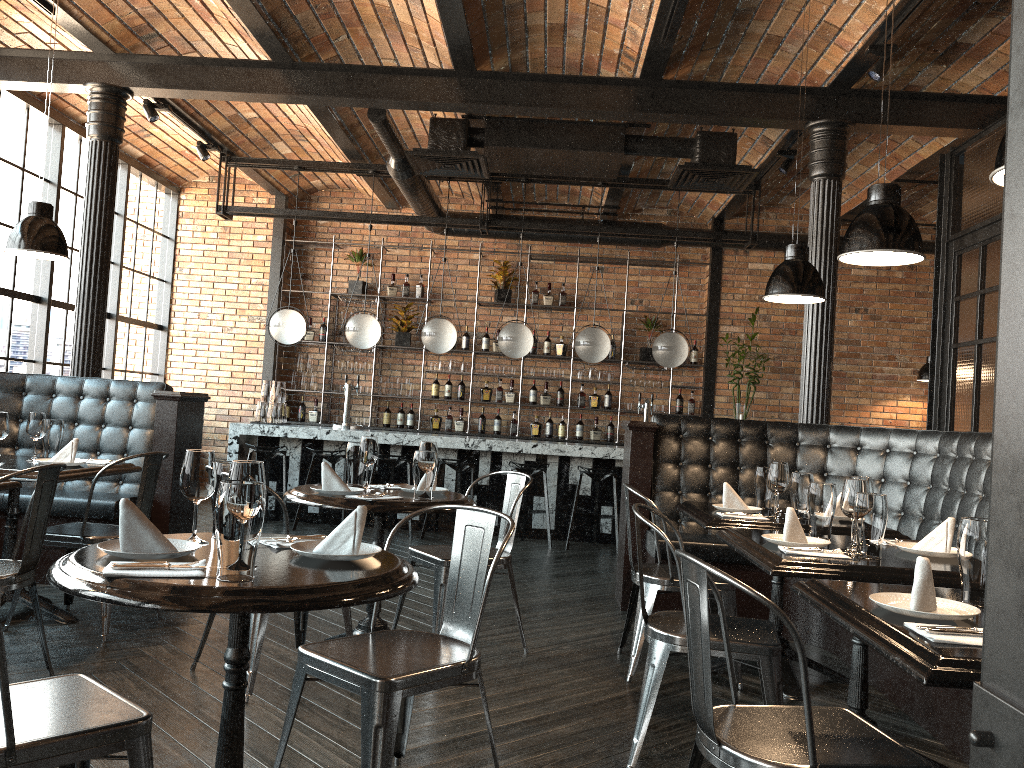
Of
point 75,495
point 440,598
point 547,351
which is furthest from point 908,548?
point 547,351

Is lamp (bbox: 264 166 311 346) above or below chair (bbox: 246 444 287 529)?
above

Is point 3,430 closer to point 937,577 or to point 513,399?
point 937,577

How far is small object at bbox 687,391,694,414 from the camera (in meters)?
10.10

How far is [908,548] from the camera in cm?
304

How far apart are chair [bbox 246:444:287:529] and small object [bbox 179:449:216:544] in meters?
5.7 m

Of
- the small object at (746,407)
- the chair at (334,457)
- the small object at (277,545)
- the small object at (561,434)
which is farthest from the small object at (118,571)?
the small object at (561,434)

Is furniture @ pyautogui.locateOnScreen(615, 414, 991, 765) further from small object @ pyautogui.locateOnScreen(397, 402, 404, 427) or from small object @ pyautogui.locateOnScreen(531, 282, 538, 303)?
small object @ pyautogui.locateOnScreen(397, 402, 404, 427)

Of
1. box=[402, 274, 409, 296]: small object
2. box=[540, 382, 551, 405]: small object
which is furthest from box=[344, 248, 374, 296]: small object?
box=[540, 382, 551, 405]: small object

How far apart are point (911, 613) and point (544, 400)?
8.21m
